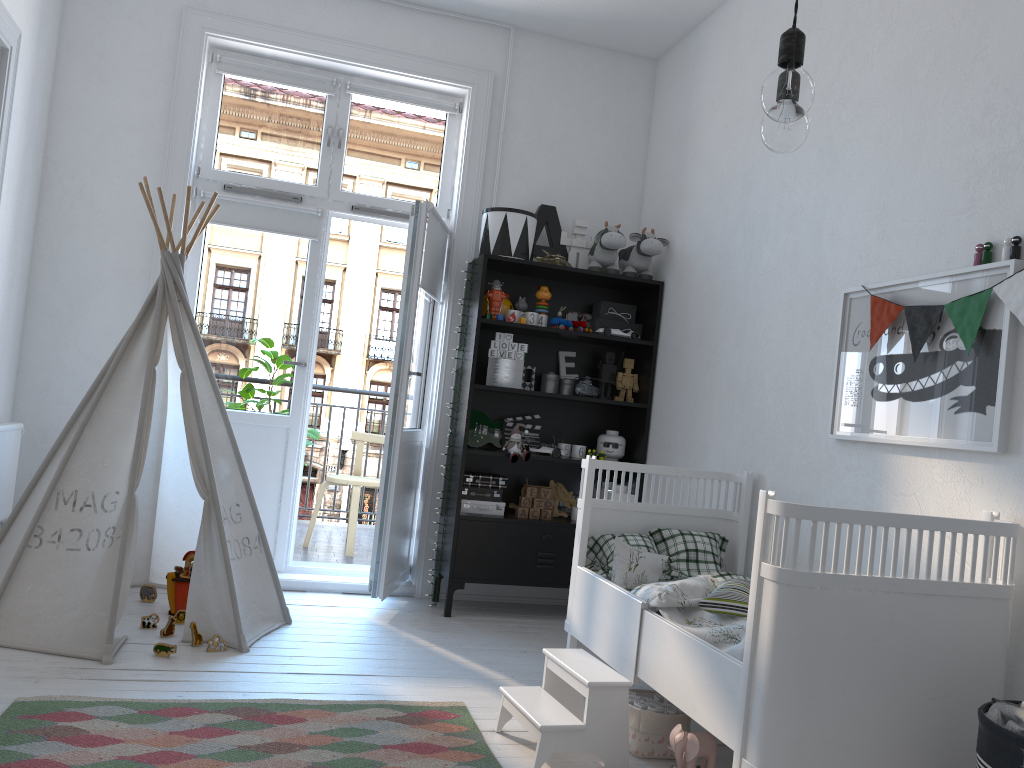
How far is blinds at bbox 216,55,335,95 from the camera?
4.3 meters

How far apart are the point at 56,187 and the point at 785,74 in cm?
370

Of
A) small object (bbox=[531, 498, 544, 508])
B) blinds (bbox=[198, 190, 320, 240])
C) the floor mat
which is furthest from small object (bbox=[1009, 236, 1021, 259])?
blinds (bbox=[198, 190, 320, 240])

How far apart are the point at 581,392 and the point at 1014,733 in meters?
2.7

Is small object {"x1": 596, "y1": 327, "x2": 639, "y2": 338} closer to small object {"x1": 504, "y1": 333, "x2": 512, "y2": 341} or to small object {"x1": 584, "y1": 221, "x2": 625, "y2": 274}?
small object {"x1": 584, "y1": 221, "x2": 625, "y2": 274}

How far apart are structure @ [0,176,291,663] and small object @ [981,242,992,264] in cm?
262

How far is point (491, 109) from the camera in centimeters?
452cm

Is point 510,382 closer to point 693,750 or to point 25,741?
point 693,750

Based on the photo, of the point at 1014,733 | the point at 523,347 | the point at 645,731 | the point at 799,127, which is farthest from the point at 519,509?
the point at 799,127

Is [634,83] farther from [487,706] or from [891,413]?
[487,706]
